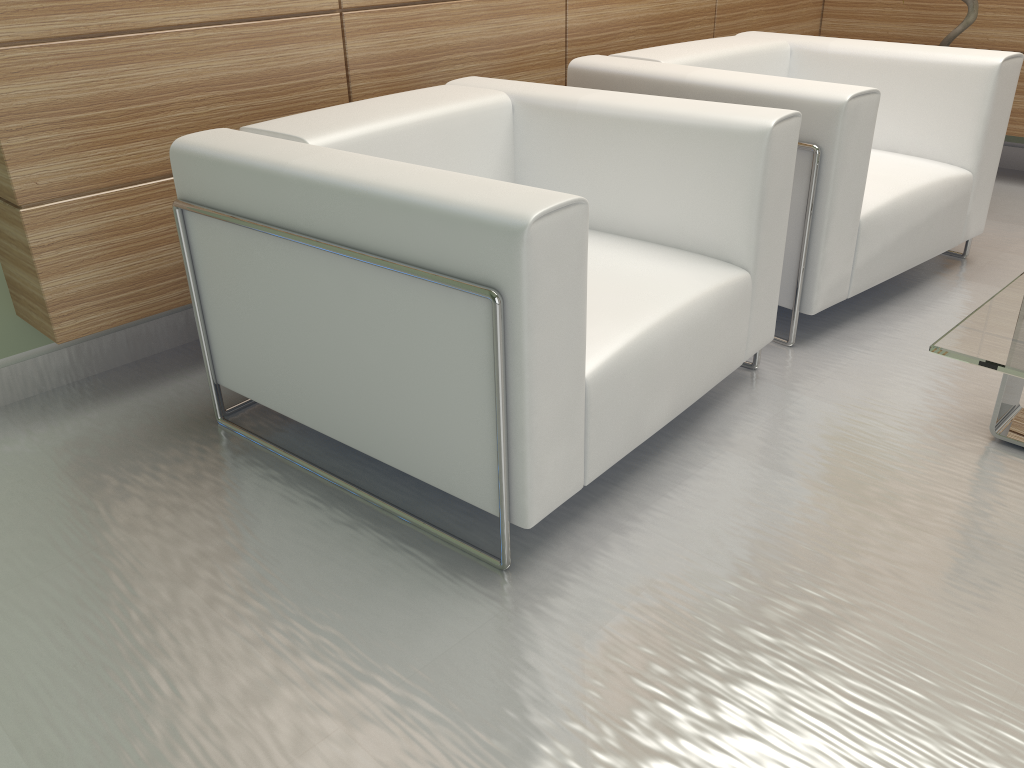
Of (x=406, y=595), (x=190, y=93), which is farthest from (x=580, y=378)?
(x=190, y=93)

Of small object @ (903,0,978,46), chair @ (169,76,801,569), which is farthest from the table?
small object @ (903,0,978,46)

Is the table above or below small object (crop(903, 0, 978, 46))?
below

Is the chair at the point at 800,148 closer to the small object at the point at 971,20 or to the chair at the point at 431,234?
the chair at the point at 431,234

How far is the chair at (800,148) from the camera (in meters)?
4.03

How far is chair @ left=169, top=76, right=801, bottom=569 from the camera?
2.61m

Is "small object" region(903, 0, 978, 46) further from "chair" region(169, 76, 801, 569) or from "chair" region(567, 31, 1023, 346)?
"chair" region(169, 76, 801, 569)

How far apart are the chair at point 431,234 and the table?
0.9 meters

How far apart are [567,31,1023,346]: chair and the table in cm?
96

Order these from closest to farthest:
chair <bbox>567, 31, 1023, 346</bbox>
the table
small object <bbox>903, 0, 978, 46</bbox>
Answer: the table, chair <bbox>567, 31, 1023, 346</bbox>, small object <bbox>903, 0, 978, 46</bbox>
